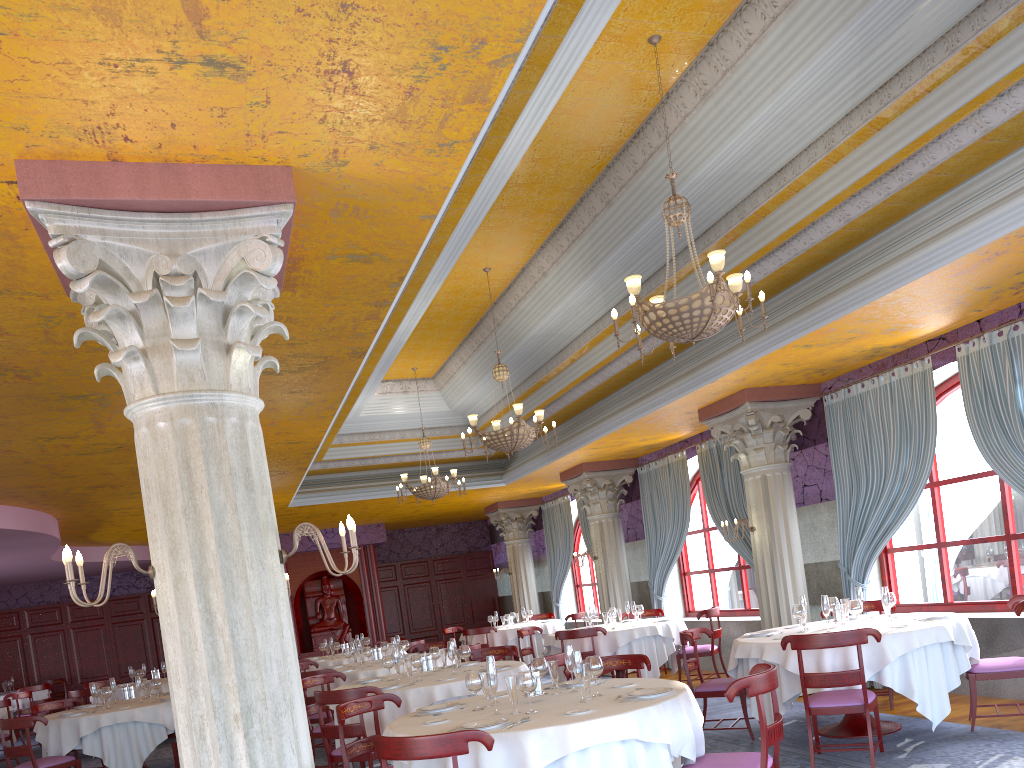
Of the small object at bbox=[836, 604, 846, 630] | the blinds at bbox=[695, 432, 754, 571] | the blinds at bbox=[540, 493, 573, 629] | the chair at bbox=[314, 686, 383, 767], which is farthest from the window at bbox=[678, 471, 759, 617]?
the chair at bbox=[314, 686, 383, 767]

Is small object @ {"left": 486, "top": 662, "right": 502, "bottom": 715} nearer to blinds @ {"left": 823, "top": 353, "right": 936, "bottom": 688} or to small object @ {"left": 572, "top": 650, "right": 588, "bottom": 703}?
small object @ {"left": 572, "top": 650, "right": 588, "bottom": 703}

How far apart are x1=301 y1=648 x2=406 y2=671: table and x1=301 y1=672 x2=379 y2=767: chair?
4.2m

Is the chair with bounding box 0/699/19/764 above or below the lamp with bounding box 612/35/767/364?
Answer: below

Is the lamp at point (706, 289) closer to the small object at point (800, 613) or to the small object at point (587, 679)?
the small object at point (587, 679)

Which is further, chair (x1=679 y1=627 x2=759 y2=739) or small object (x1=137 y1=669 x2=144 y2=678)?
small object (x1=137 y1=669 x2=144 y2=678)

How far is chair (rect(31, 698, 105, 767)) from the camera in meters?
10.6 m

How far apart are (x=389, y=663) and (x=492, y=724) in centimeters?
388cm

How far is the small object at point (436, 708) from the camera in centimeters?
568cm

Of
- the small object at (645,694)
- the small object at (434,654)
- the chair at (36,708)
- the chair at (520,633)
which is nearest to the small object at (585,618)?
the chair at (520,633)
